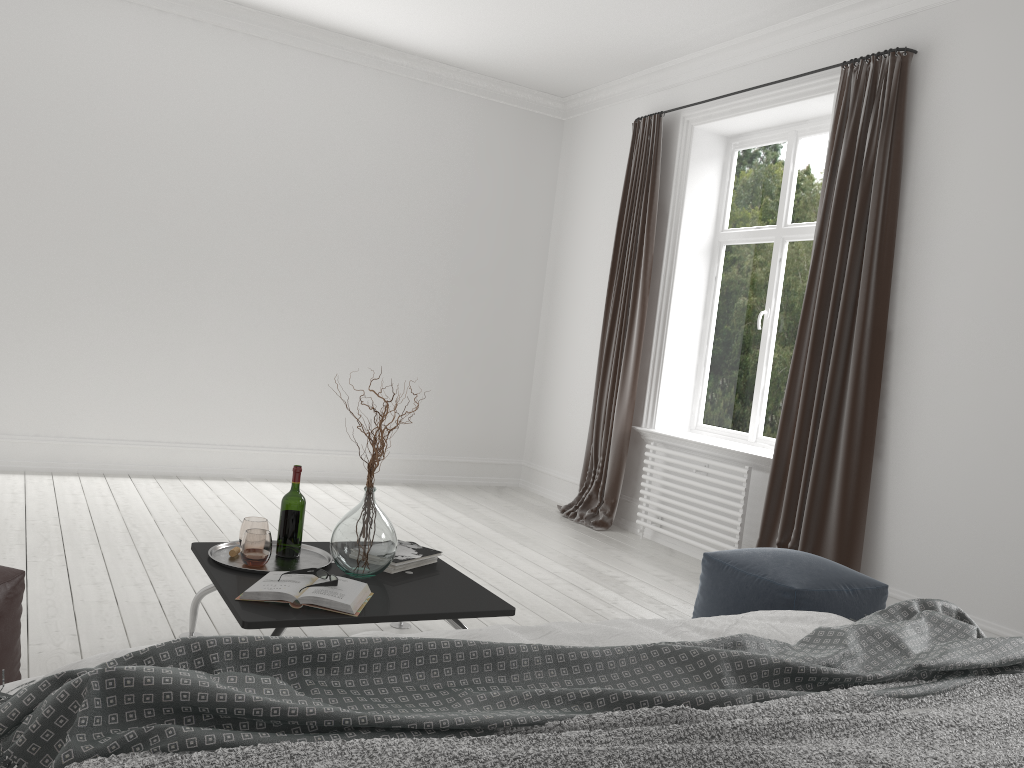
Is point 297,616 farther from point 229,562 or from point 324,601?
point 229,562

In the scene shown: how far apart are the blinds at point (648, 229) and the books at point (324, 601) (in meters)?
3.21

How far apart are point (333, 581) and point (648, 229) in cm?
377

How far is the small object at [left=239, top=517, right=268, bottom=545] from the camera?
2.9 meters

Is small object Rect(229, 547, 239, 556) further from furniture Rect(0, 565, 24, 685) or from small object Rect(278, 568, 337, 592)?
furniture Rect(0, 565, 24, 685)

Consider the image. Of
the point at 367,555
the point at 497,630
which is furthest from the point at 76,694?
the point at 367,555

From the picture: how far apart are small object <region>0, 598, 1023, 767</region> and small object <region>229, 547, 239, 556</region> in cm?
165

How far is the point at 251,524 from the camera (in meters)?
2.93

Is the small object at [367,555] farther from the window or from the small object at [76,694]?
the window

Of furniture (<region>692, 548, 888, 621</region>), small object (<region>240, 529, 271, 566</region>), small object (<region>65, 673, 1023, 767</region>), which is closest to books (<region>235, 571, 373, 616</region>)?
small object (<region>240, 529, 271, 566</region>)
